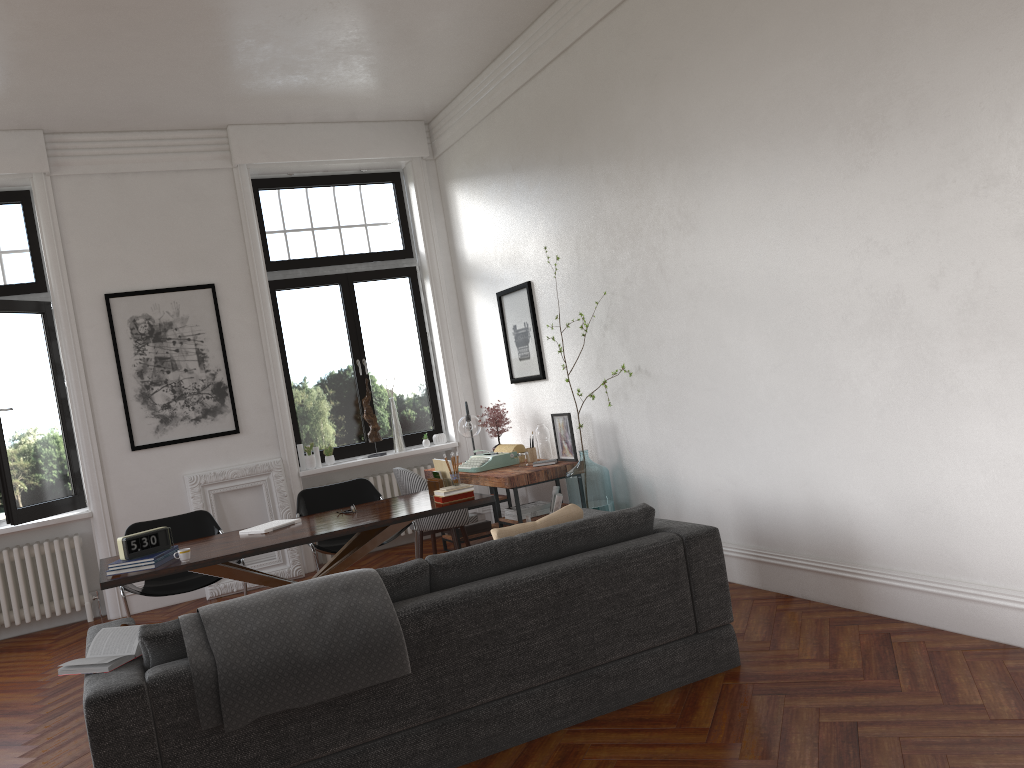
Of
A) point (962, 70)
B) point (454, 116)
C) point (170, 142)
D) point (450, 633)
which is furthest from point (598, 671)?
point (170, 142)

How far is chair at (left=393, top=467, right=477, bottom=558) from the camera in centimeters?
673cm

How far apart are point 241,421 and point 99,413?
1.13m

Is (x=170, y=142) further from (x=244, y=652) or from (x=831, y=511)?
(x=831, y=511)

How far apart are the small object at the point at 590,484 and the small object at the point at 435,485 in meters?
0.9 m

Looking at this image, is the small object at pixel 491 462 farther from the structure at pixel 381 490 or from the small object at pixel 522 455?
the structure at pixel 381 490

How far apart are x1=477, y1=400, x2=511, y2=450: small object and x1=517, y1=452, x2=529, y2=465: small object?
0.7 meters

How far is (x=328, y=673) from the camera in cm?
317

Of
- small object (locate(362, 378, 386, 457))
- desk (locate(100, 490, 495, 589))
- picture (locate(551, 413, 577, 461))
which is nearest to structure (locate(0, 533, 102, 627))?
desk (locate(100, 490, 495, 589))

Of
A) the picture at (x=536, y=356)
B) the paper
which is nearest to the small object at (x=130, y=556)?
the paper
